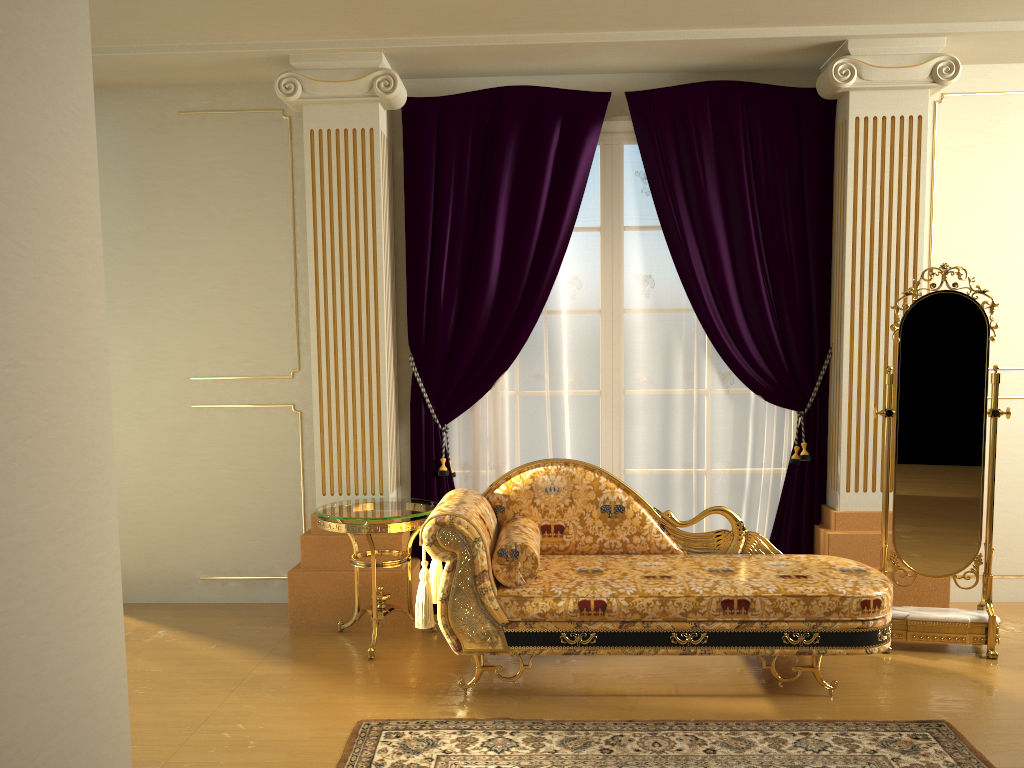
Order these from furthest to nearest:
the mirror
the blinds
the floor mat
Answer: the blinds < the mirror < the floor mat

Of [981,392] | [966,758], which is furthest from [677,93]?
[966,758]

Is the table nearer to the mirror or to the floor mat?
the floor mat

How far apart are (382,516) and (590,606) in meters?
1.0 m

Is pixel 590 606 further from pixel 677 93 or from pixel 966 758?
pixel 677 93

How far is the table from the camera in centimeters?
381cm

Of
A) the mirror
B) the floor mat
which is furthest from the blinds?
the floor mat

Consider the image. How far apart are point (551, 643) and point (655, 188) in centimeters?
232cm

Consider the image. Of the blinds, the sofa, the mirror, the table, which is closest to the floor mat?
the sofa

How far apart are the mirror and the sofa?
0.3 meters
